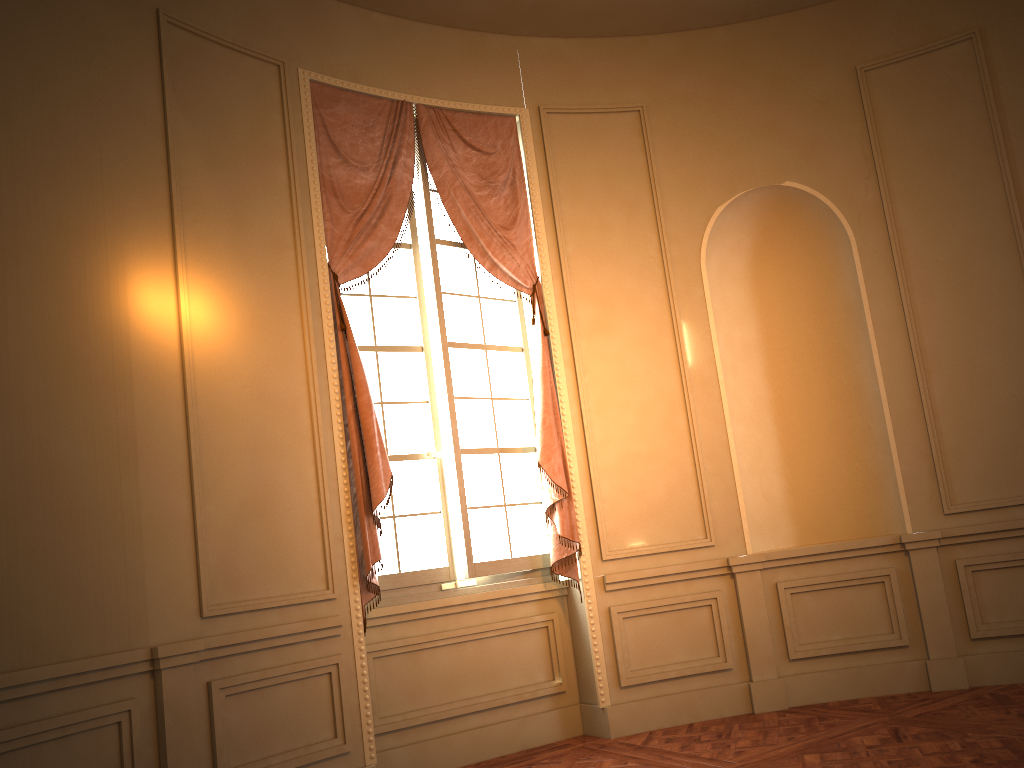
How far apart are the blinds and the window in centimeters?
7cm

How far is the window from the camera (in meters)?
4.87

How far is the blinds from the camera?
4.5 meters

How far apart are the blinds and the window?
0.07m

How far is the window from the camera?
4.87m

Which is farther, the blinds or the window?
the window

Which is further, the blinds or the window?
the window

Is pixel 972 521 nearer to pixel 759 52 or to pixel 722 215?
pixel 722 215
